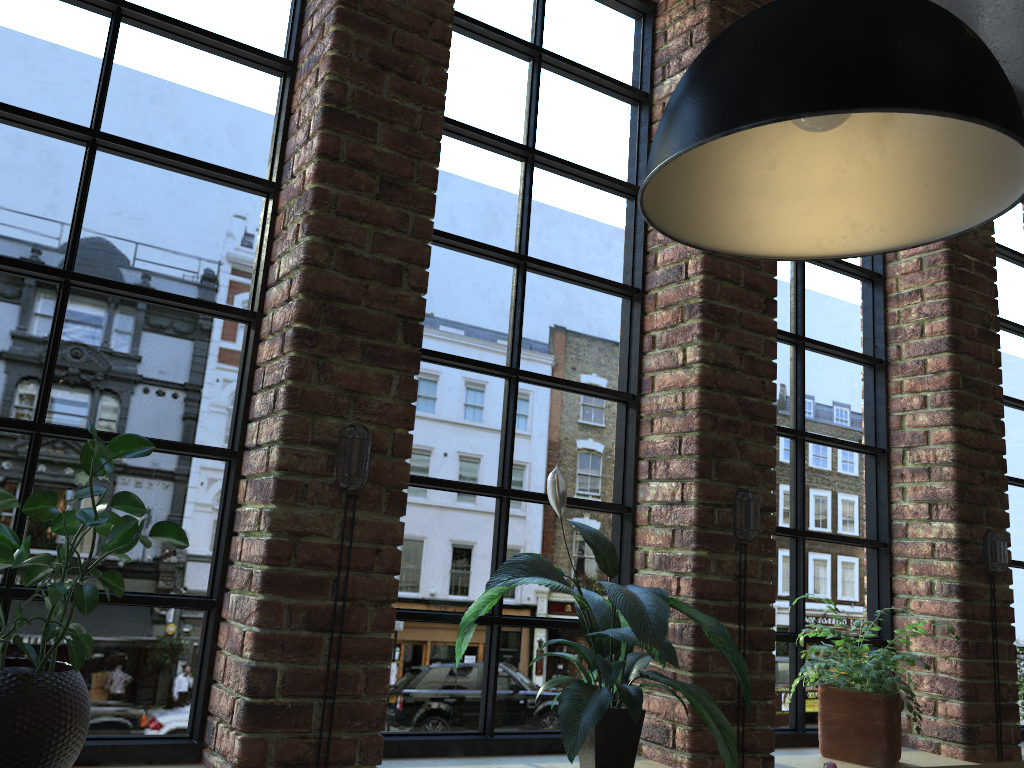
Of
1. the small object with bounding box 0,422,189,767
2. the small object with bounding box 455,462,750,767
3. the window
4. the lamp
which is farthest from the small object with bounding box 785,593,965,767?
the small object with bounding box 0,422,189,767

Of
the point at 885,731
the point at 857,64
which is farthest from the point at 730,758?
the point at 857,64

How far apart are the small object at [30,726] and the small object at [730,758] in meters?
0.7

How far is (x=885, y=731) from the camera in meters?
2.7

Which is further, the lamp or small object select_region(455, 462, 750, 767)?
small object select_region(455, 462, 750, 767)

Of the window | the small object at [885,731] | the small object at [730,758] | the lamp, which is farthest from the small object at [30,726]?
the small object at [885,731]

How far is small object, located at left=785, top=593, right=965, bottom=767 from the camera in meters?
2.7

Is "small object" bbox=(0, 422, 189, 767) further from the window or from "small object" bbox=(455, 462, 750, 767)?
"small object" bbox=(455, 462, 750, 767)

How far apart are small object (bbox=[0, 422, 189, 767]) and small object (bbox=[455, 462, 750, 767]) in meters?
0.7

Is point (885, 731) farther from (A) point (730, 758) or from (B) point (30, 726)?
(B) point (30, 726)
